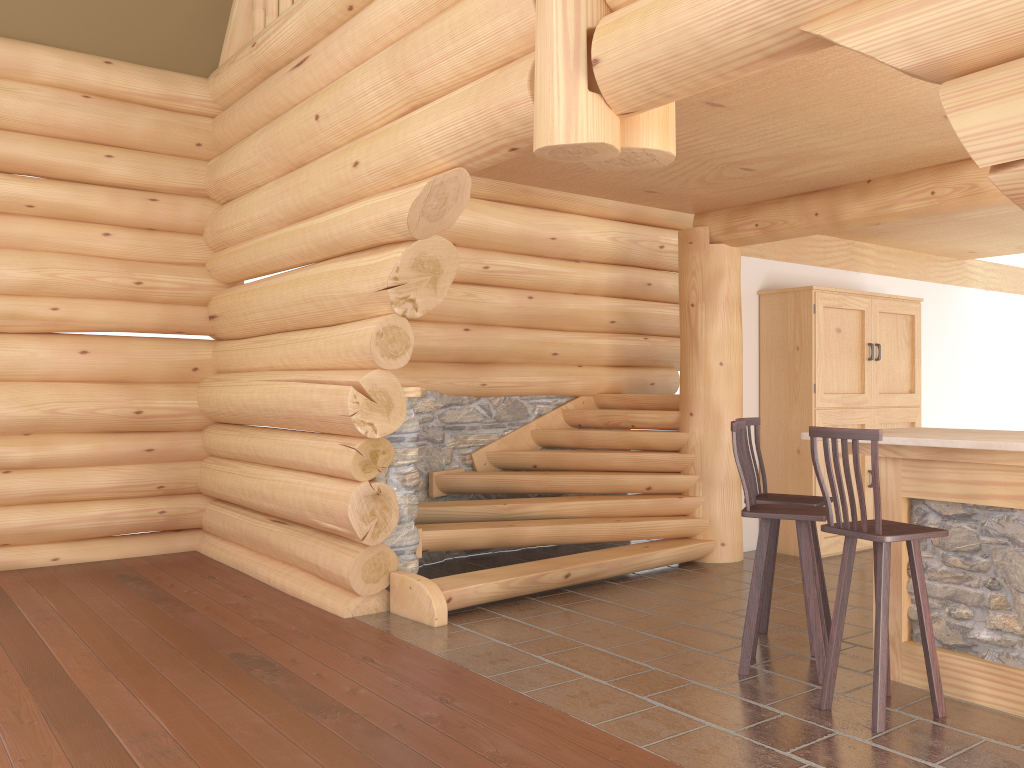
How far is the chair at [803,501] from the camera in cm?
504

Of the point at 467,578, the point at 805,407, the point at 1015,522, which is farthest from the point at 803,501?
the point at 805,407

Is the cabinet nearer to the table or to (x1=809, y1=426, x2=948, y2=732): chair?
the table

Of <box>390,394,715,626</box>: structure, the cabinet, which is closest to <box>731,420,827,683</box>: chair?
<box>390,394,715,626</box>: structure

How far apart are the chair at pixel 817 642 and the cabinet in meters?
3.2 m

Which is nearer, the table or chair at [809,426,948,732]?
chair at [809,426,948,732]

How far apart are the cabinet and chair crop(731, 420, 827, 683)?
3.2 meters

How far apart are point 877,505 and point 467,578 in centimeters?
302cm

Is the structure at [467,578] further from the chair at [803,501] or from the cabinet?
the chair at [803,501]

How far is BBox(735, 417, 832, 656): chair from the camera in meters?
5.0 m
